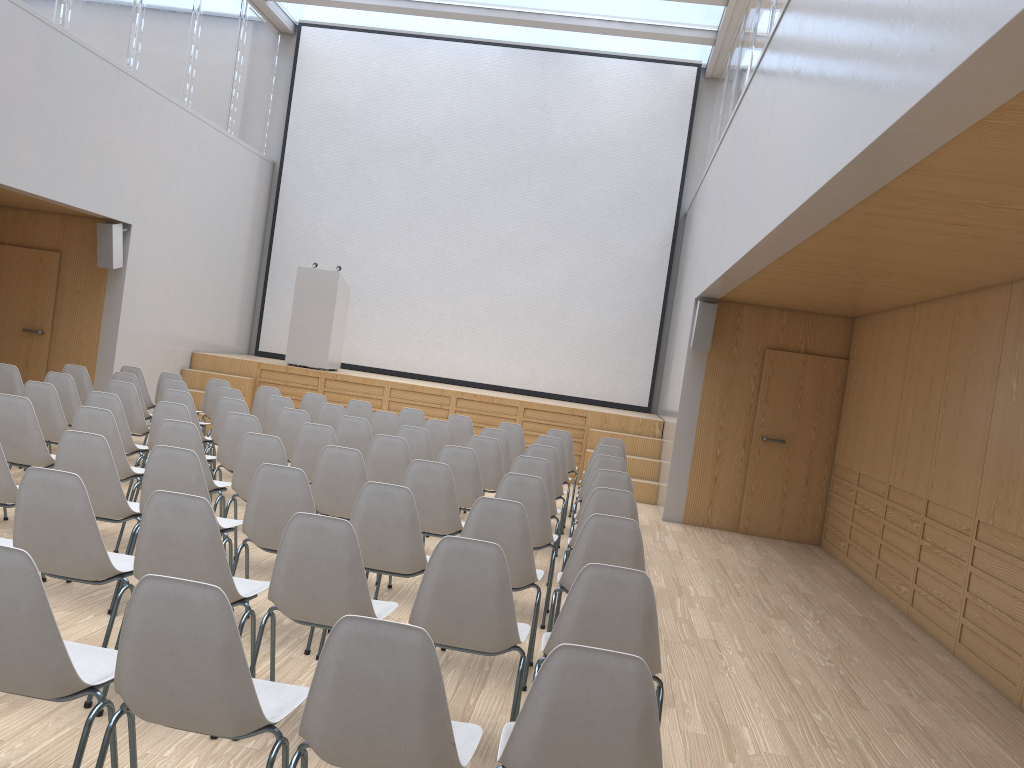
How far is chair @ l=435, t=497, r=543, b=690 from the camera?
4.1m

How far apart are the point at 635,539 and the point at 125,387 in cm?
518

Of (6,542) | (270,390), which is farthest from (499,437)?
(6,542)

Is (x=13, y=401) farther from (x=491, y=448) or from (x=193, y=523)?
(x=491, y=448)

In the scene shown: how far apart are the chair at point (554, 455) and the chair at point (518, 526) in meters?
2.6

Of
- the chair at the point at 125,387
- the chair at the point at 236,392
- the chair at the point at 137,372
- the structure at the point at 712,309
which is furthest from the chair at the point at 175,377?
the structure at the point at 712,309

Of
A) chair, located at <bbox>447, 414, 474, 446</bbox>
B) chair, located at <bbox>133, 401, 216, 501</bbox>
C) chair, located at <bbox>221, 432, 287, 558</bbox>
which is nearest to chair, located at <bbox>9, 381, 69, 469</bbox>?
chair, located at <bbox>133, 401, 216, 501</bbox>

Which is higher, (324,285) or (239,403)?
(324,285)

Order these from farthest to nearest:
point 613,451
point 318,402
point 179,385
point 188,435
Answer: point 318,402
point 179,385
point 613,451
point 188,435

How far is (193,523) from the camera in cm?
319
